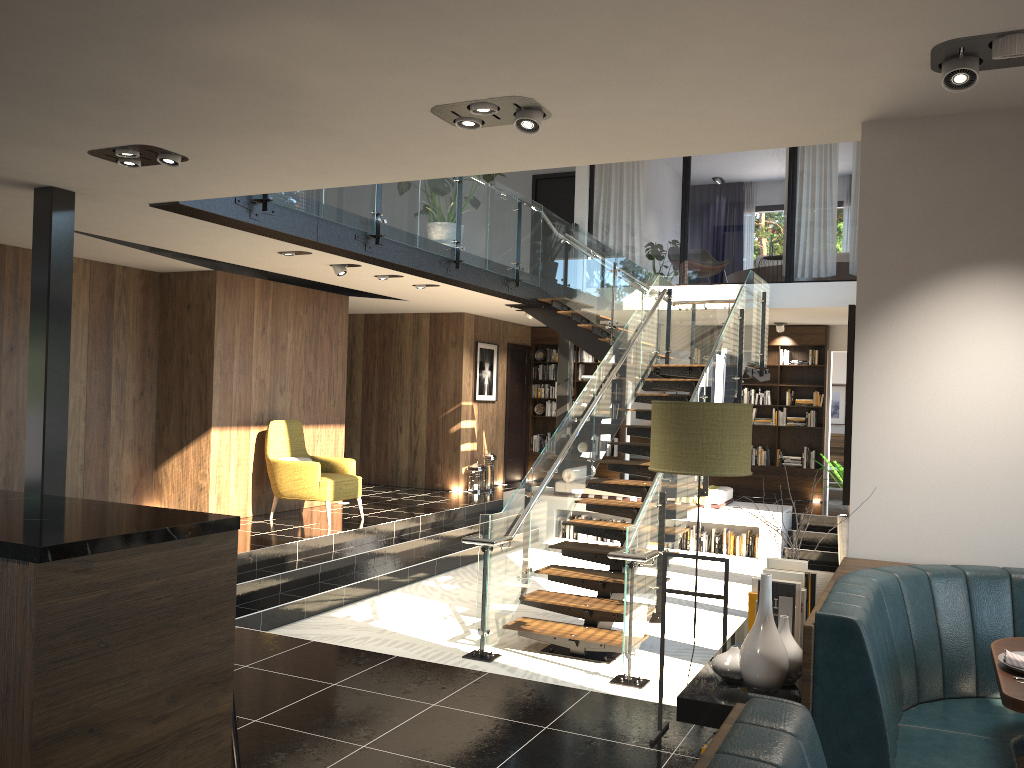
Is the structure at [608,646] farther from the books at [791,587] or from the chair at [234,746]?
the chair at [234,746]

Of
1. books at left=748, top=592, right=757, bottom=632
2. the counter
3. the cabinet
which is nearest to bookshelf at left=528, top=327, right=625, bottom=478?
books at left=748, top=592, right=757, bottom=632

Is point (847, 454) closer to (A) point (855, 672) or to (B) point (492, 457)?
(A) point (855, 672)

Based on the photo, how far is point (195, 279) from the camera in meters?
9.6

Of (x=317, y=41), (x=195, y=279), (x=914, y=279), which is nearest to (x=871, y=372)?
(x=914, y=279)

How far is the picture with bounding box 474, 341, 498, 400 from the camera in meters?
13.8

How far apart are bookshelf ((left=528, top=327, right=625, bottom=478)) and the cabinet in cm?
1230

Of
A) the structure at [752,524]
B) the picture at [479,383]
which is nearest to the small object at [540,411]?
the picture at [479,383]

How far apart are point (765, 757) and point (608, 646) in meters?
5.4

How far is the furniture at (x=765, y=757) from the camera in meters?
1.5
